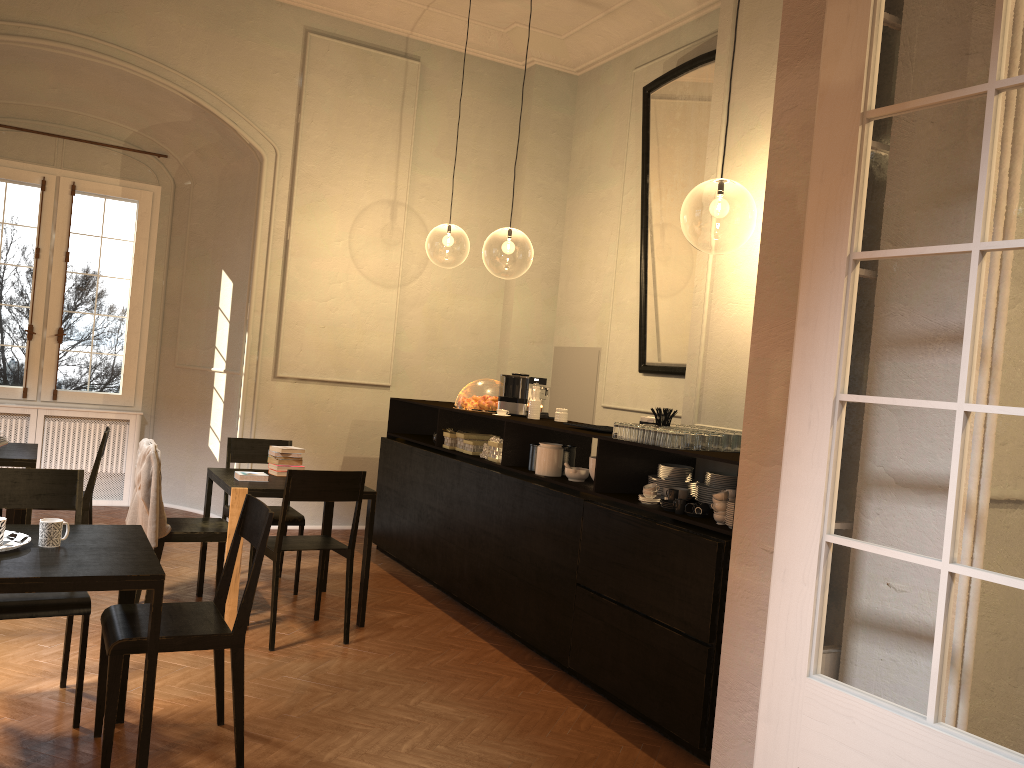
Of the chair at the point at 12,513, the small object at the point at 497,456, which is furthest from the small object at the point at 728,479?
the chair at the point at 12,513

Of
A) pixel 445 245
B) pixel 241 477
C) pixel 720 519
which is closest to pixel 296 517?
pixel 241 477

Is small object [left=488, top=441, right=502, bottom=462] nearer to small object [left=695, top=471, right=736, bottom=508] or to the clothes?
small object [left=695, top=471, right=736, bottom=508]

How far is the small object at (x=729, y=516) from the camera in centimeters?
422cm

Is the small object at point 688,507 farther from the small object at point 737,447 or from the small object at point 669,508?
the small object at point 737,447

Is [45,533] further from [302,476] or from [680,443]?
[680,443]

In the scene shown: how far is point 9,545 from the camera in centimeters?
341cm

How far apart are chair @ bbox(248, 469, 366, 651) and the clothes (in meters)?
0.53

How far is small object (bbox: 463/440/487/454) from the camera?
6.82m

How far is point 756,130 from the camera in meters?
5.2
